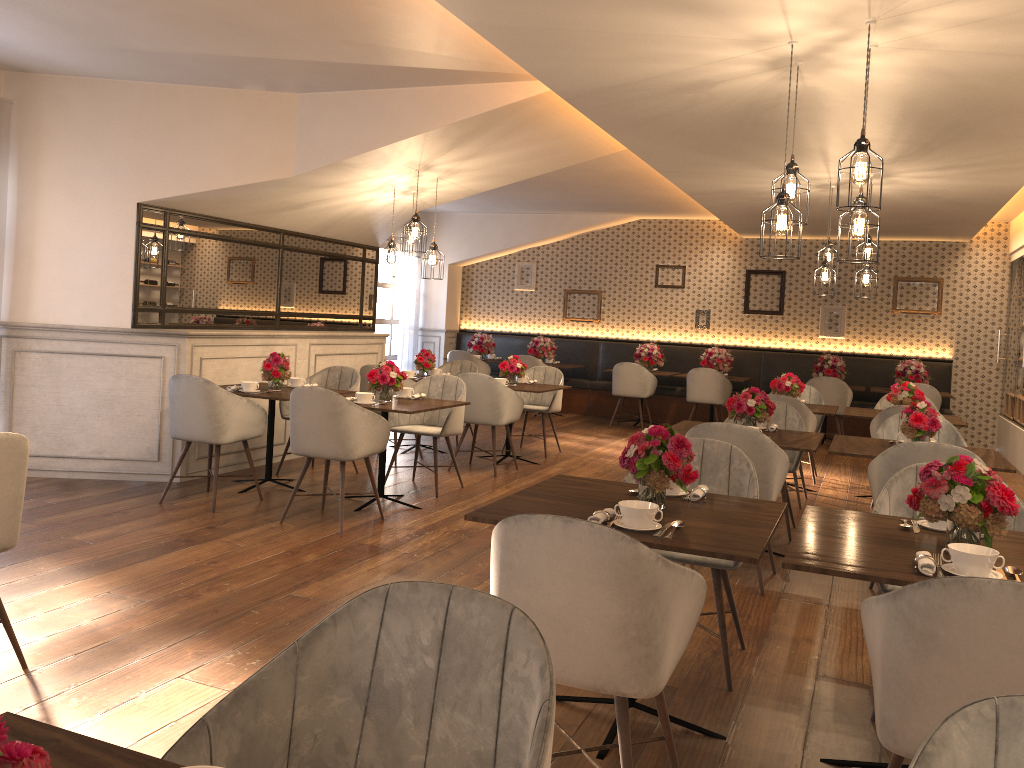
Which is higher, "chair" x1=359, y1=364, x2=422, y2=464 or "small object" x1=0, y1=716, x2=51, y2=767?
"small object" x1=0, y1=716, x2=51, y2=767

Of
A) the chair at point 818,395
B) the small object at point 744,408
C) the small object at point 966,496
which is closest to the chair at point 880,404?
the chair at point 818,395

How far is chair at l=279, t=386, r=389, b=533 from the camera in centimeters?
531cm

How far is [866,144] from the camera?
3.62m

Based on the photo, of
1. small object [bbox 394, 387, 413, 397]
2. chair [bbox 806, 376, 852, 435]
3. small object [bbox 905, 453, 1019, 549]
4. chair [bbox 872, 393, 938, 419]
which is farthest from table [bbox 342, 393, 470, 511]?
chair [bbox 806, 376, 852, 435]

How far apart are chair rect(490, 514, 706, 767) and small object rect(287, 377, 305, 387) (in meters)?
4.79

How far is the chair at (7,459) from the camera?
3.02m

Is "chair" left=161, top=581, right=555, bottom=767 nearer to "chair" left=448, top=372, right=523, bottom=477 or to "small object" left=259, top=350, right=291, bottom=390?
"small object" left=259, top=350, right=291, bottom=390

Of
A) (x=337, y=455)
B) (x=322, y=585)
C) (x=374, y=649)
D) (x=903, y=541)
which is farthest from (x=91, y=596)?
(x=903, y=541)

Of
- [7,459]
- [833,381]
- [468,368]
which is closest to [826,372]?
[833,381]
